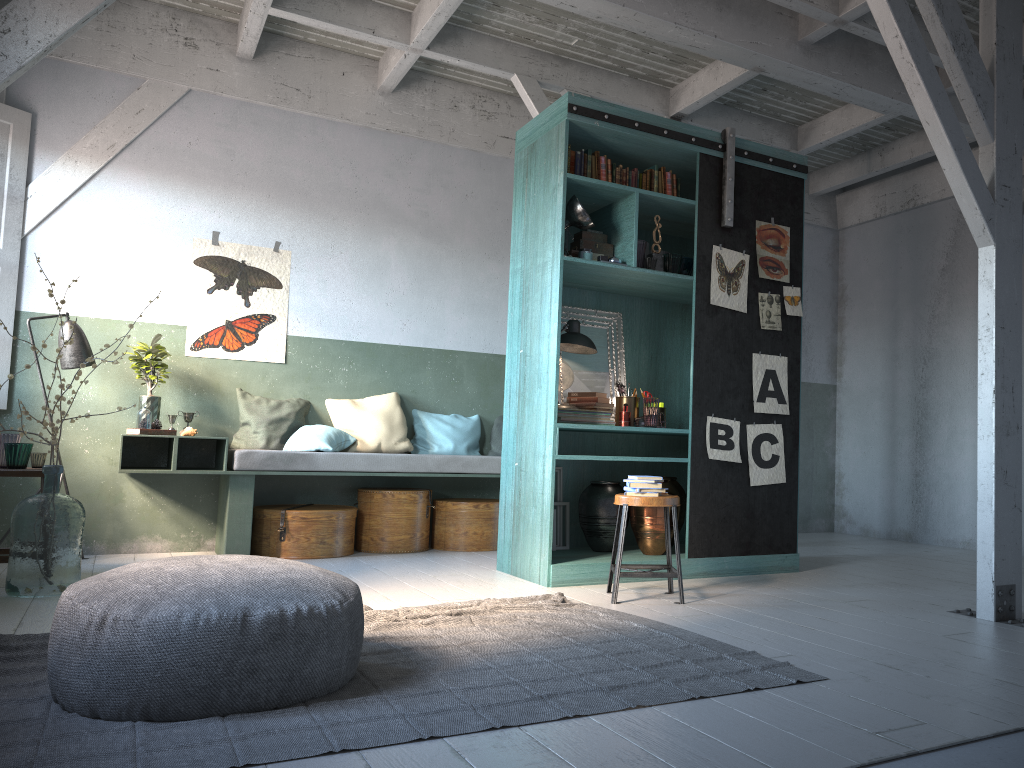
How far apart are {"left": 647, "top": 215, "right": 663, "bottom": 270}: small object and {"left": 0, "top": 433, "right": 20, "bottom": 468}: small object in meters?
4.6

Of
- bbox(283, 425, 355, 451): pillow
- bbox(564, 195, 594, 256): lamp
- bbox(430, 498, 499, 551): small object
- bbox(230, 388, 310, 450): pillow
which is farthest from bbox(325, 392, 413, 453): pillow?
bbox(564, 195, 594, 256): lamp

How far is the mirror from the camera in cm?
676

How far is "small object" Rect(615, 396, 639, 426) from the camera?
6.6 meters

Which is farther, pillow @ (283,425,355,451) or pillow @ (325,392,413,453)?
pillow @ (325,392,413,453)

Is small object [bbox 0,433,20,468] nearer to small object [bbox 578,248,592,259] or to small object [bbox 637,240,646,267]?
small object [bbox 578,248,592,259]

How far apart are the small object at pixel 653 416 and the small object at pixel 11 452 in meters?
4.2

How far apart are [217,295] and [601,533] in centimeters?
397cm

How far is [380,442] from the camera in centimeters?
789cm

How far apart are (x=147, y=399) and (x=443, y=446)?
2.6m
